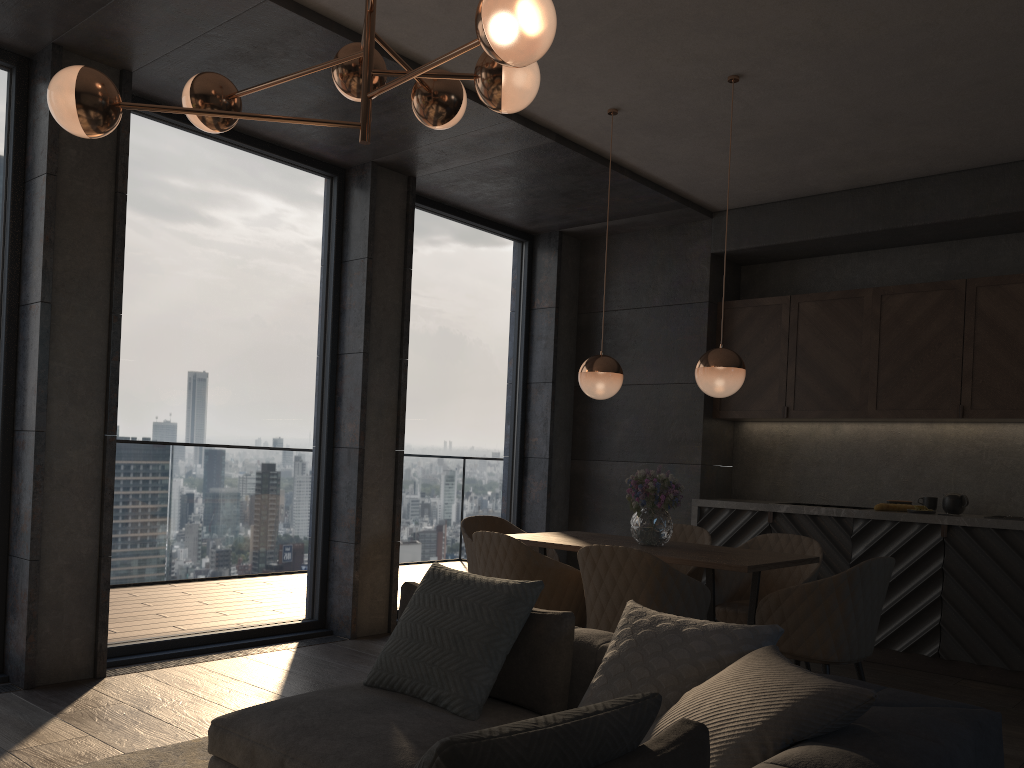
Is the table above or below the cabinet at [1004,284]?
below

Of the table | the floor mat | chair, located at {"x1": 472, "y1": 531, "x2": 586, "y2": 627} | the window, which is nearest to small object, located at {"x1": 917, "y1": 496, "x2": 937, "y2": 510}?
the table

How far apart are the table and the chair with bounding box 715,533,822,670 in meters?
0.1 m

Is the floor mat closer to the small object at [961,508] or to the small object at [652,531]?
the small object at [652,531]

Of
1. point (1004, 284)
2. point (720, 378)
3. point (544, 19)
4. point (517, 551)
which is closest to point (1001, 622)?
point (1004, 284)

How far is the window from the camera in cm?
477

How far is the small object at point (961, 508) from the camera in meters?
5.5

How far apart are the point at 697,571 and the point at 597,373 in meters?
1.2 m

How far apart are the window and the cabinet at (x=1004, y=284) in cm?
155

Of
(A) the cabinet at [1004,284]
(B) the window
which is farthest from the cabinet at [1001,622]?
(B) the window
